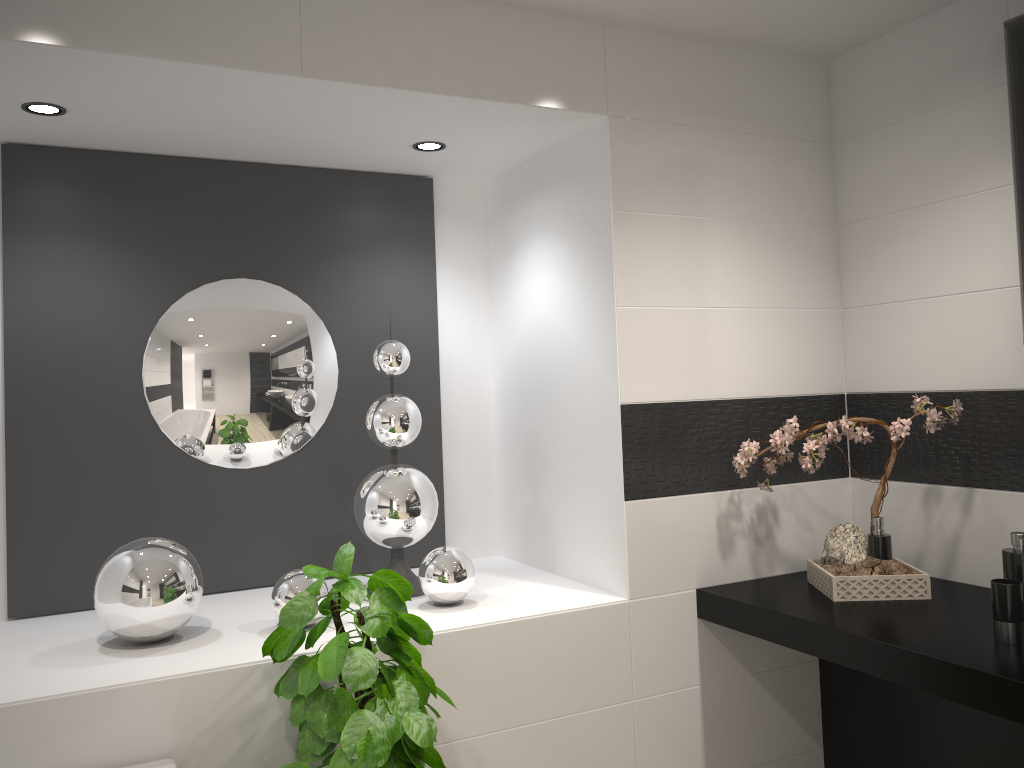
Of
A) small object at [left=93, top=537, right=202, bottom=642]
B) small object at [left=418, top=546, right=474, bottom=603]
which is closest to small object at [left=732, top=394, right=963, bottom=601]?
small object at [left=418, top=546, right=474, bottom=603]

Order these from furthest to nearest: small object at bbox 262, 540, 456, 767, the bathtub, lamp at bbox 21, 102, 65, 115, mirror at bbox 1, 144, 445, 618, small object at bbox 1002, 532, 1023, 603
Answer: mirror at bbox 1, 144, 445, 618 < lamp at bbox 21, 102, 65, 115 < small object at bbox 1002, 532, 1023, 603 < the bathtub < small object at bbox 262, 540, 456, 767

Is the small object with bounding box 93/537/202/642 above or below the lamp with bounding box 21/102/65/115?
below

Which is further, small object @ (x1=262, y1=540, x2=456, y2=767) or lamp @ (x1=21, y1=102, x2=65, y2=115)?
lamp @ (x1=21, y1=102, x2=65, y2=115)

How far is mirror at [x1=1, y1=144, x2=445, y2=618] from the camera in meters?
2.6

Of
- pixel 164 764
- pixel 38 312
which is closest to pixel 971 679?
pixel 164 764

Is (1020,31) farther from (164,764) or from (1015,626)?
(164,764)

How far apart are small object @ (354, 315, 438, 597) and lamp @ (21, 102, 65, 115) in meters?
1.1

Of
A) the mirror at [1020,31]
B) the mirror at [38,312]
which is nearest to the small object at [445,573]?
the mirror at [38,312]

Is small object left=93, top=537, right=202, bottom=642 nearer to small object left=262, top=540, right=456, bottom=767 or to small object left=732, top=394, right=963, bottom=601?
small object left=262, top=540, right=456, bottom=767
